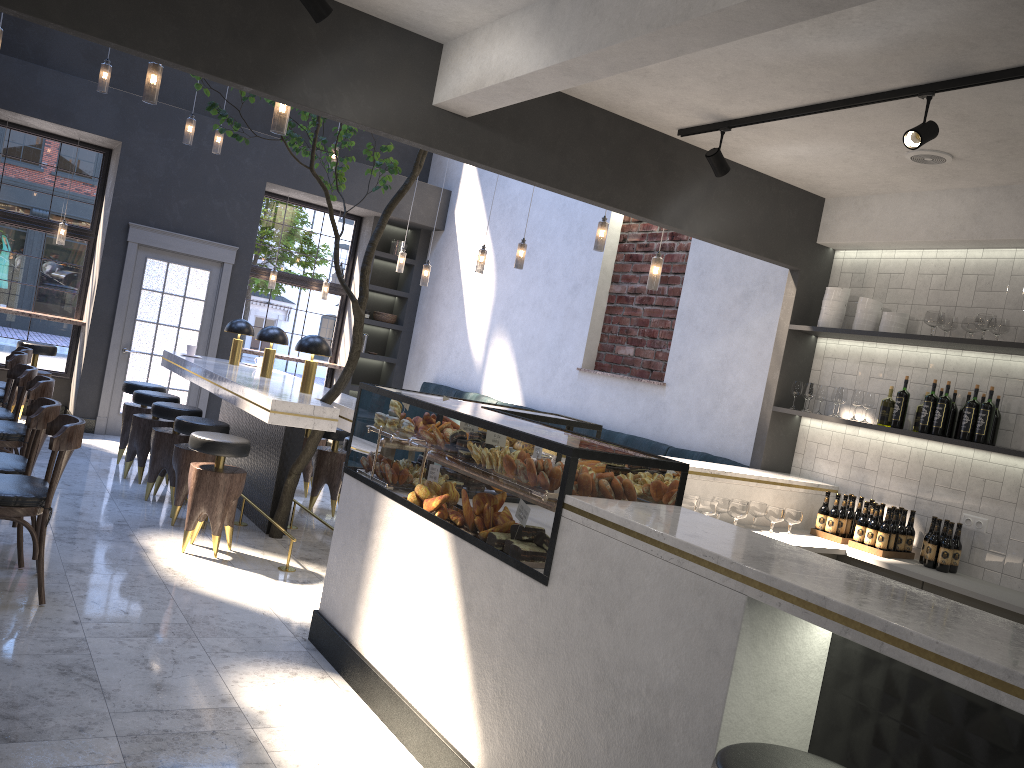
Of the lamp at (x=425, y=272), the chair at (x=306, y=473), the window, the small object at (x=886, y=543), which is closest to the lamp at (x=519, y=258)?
the lamp at (x=425, y=272)

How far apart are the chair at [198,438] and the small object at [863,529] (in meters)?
3.71

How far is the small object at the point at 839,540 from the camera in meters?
5.2

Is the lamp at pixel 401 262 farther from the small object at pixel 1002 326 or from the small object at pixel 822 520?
the small object at pixel 1002 326

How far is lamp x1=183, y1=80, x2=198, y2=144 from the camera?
7.7 meters

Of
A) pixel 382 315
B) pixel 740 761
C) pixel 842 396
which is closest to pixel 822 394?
pixel 842 396

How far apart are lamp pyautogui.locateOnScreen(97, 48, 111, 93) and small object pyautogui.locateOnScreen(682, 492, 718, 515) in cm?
555

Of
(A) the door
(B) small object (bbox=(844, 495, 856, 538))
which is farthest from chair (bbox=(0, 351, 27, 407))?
(B) small object (bbox=(844, 495, 856, 538))

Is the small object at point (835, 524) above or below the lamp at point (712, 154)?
below

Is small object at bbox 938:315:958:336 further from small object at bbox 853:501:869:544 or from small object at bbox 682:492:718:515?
small object at bbox 682:492:718:515
